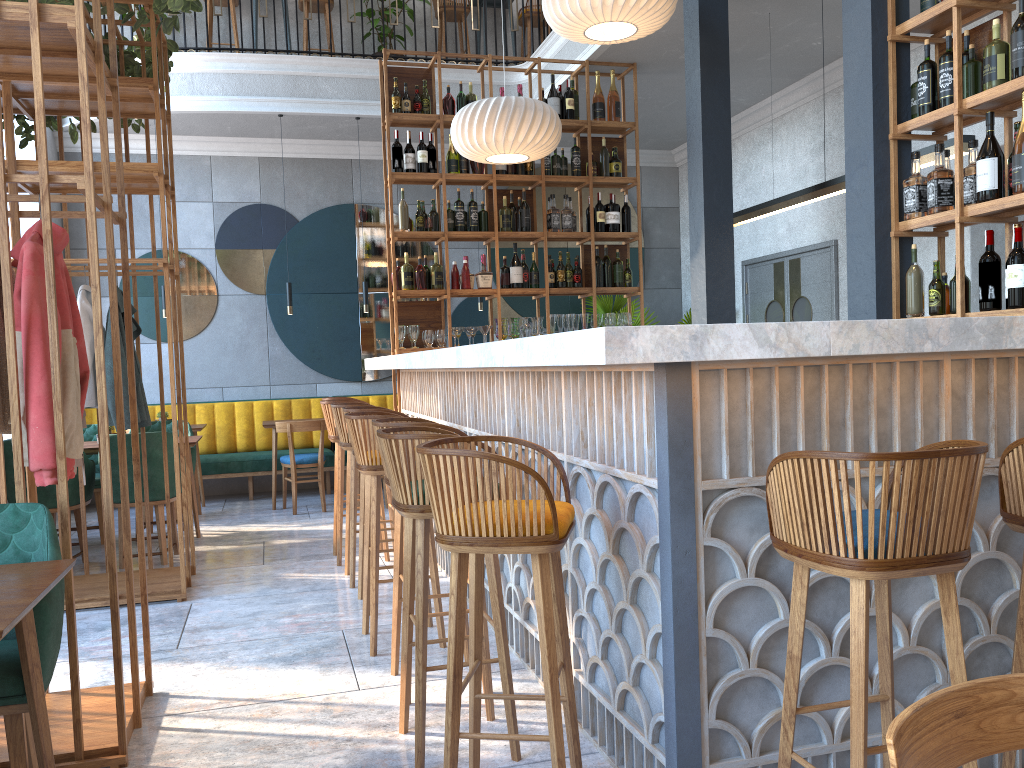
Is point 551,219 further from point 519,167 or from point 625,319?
point 625,319

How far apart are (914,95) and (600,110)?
3.4m

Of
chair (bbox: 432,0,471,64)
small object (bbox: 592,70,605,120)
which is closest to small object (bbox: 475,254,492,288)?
small object (bbox: 592,70,605,120)

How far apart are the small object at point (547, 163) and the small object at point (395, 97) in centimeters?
119cm

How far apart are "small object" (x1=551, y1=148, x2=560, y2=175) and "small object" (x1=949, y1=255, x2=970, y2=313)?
3.71m

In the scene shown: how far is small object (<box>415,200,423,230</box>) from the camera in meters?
6.6

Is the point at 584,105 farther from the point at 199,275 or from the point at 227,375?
the point at 227,375

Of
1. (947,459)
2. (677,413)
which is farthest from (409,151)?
(947,459)

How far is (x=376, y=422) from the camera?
3.2 meters

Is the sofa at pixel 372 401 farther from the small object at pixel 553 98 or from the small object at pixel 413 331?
the small object at pixel 553 98
